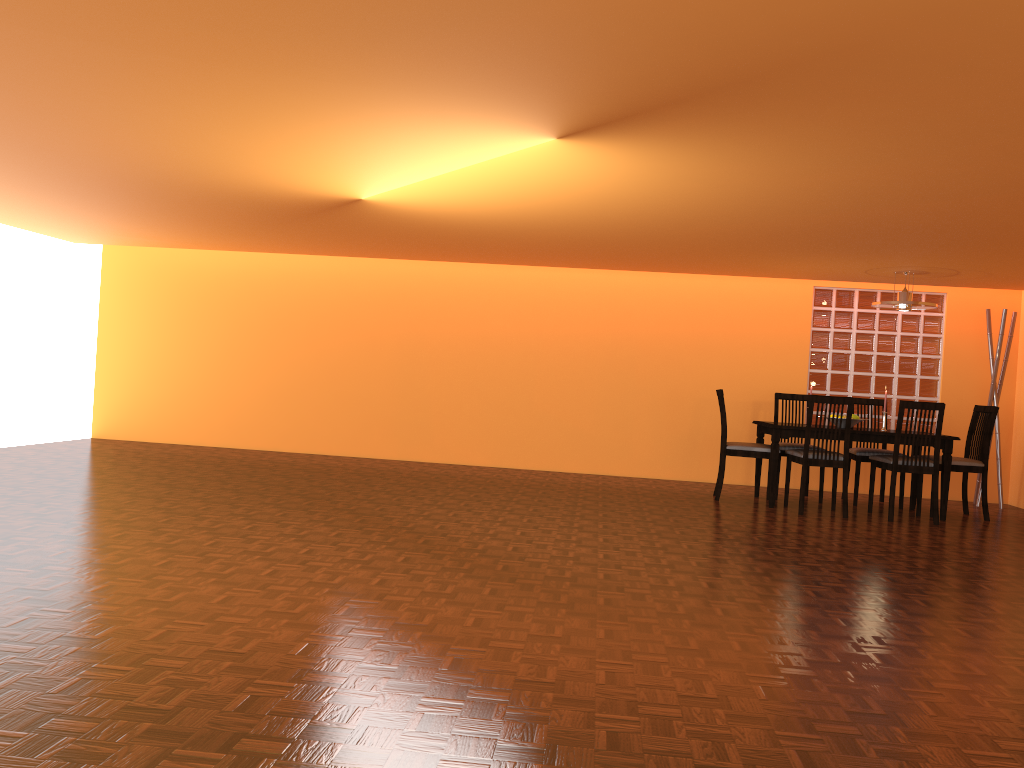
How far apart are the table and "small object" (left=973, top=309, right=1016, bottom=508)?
1.3 meters

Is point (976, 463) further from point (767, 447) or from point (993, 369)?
point (767, 447)

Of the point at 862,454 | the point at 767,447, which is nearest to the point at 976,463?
the point at 862,454

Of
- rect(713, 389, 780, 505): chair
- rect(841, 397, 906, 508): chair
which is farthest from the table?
rect(841, 397, 906, 508): chair

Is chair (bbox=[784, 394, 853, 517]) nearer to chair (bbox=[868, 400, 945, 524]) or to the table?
the table

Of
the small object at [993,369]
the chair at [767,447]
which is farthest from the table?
the small object at [993,369]

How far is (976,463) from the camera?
6.2m

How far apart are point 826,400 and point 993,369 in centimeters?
211cm

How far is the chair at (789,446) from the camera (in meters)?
6.61

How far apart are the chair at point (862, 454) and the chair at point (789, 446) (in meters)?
0.41
